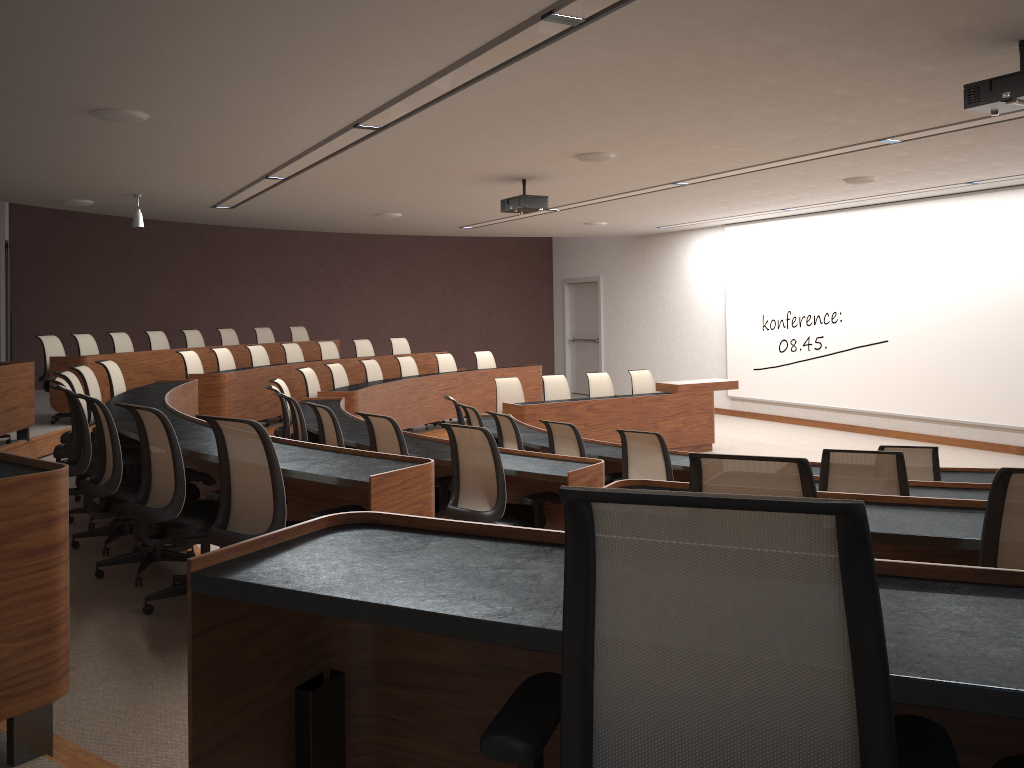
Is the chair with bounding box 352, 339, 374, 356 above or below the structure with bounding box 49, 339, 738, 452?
above

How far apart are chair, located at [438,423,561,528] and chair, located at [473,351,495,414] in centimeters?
802cm

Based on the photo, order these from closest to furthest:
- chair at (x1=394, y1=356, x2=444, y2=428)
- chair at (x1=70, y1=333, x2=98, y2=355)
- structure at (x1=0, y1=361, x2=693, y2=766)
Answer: structure at (x1=0, y1=361, x2=693, y2=766)
chair at (x1=70, y1=333, x2=98, y2=355)
chair at (x1=394, y1=356, x2=444, y2=428)

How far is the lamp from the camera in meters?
9.5 m

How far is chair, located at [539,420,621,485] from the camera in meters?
6.3

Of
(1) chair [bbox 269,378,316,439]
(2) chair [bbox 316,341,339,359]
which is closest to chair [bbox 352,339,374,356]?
(2) chair [bbox 316,341,339,359]

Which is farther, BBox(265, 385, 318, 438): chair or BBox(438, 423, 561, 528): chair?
BBox(265, 385, 318, 438): chair

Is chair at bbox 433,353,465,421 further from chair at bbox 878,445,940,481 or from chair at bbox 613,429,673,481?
chair at bbox 878,445,940,481

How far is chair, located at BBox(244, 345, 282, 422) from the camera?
11.11m

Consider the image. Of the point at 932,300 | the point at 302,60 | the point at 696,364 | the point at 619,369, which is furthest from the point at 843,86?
the point at 619,369
